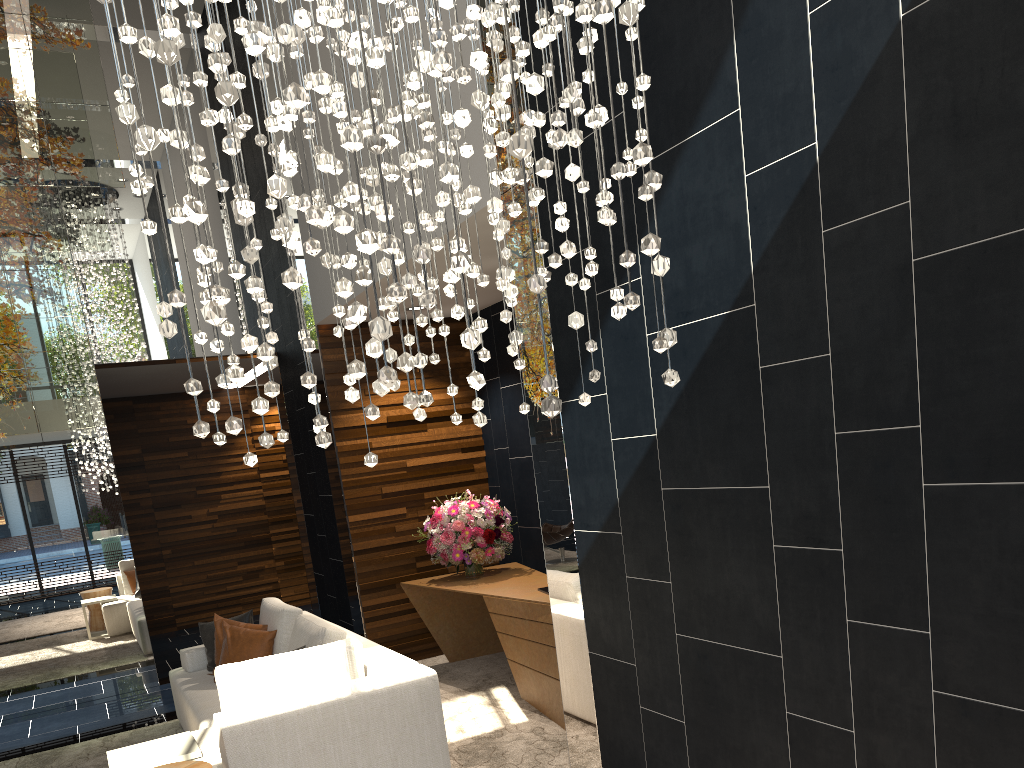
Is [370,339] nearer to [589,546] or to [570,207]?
[570,207]

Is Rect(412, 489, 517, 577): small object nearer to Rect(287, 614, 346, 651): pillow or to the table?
Rect(287, 614, 346, 651): pillow

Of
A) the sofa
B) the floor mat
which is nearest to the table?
the sofa

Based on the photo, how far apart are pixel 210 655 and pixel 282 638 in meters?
0.8 m

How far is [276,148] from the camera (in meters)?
2.22

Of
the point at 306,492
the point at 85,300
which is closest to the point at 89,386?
the point at 85,300

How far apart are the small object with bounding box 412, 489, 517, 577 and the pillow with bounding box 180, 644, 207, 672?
1.7m

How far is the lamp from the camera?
1.77m

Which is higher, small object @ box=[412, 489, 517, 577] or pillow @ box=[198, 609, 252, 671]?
small object @ box=[412, 489, 517, 577]

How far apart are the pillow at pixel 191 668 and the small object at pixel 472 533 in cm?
172
